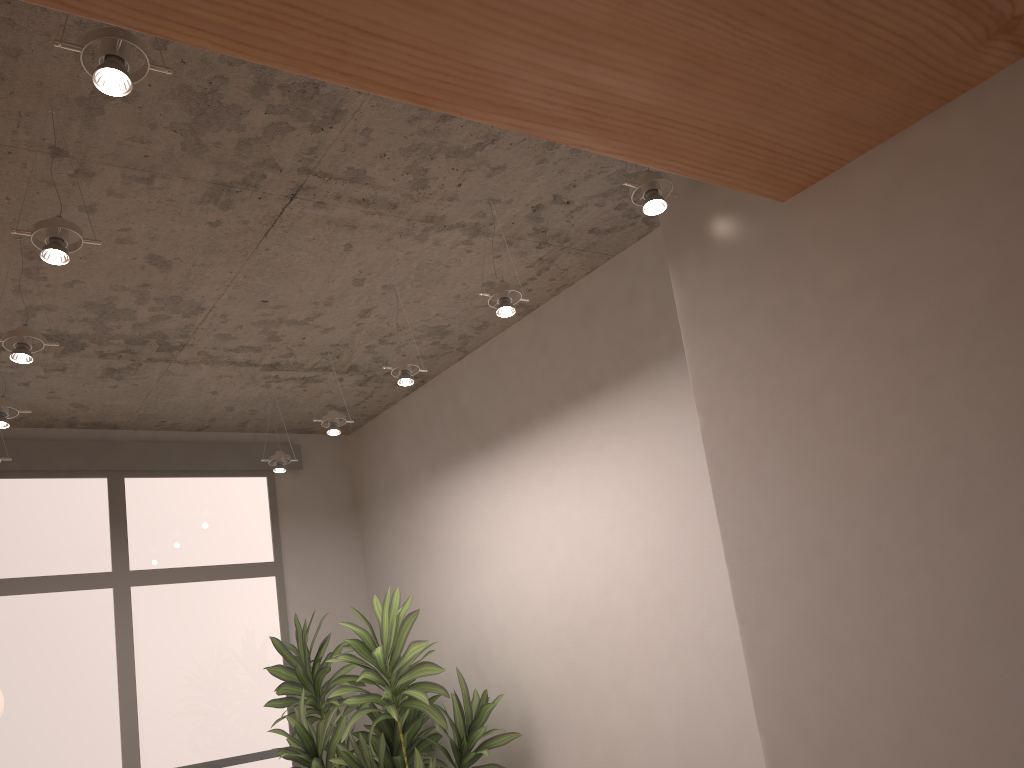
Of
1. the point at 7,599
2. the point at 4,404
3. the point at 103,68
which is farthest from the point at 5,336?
the point at 7,599

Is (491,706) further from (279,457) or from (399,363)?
(279,457)

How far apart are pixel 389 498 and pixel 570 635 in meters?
2.0 m

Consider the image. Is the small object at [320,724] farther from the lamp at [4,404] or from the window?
the lamp at [4,404]

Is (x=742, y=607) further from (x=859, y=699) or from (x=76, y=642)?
(x=76, y=642)

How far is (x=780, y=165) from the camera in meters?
Result: 2.3 m

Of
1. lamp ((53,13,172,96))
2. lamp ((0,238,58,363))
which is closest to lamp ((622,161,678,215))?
lamp ((53,13,172,96))

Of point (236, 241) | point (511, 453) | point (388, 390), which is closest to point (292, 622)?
point (388, 390)

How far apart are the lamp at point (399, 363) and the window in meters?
2.3

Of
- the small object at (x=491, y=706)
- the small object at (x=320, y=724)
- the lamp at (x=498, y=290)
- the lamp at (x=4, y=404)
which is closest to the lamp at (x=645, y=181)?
the lamp at (x=498, y=290)
